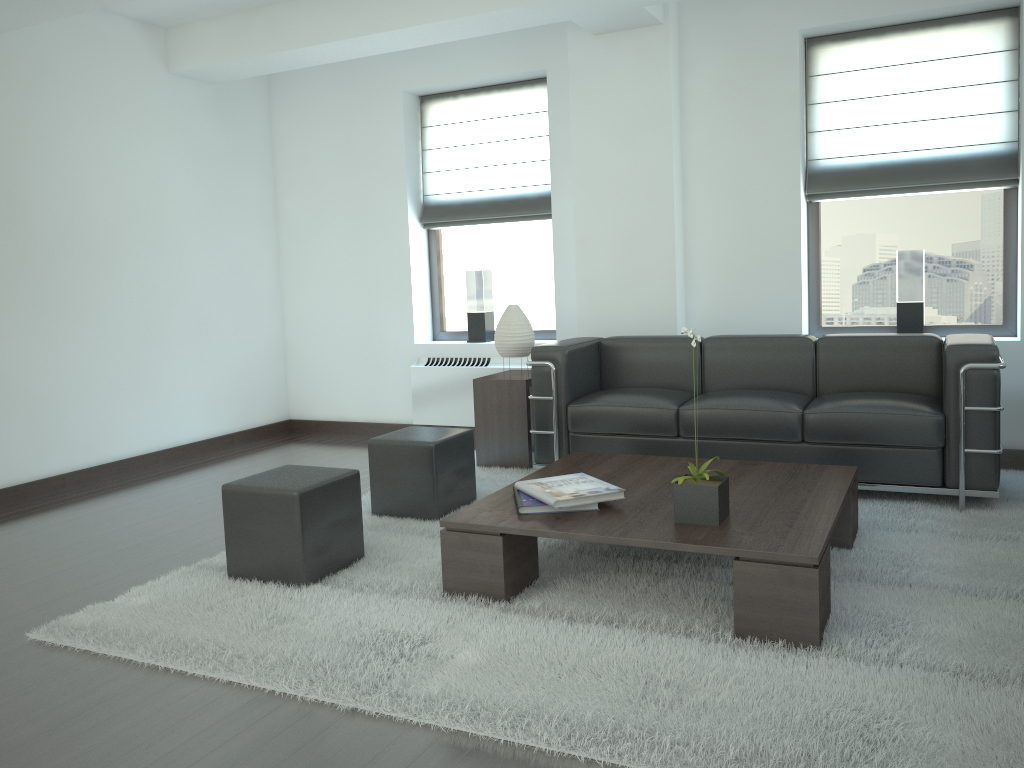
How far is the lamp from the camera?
7.90m

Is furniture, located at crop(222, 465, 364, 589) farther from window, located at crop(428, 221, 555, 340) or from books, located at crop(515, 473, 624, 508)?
window, located at crop(428, 221, 555, 340)

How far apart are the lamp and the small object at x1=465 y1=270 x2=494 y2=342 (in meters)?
1.50

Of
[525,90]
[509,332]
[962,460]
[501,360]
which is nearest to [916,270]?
[962,460]

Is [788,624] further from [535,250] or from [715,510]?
[535,250]

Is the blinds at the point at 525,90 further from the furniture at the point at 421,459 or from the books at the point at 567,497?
the books at the point at 567,497

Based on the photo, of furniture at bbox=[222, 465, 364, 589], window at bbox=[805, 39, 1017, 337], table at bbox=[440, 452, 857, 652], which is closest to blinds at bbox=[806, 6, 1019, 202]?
window at bbox=[805, 39, 1017, 337]

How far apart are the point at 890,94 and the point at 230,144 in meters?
6.7 m

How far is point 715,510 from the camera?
4.45m

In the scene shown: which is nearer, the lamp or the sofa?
the sofa
